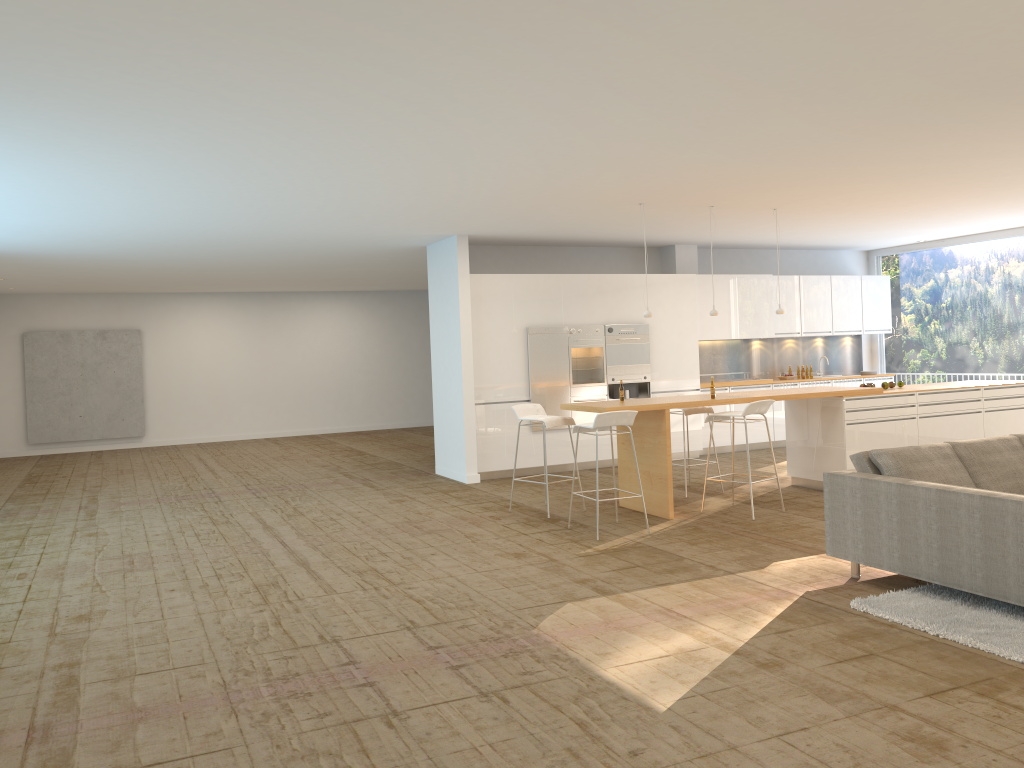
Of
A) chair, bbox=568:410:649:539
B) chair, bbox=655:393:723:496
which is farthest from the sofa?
chair, bbox=655:393:723:496

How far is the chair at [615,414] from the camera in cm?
729

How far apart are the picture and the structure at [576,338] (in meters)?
9.85

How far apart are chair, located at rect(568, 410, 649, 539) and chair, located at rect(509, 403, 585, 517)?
0.64m

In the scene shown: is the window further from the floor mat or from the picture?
the picture

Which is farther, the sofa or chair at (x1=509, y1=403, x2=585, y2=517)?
chair at (x1=509, y1=403, x2=585, y2=517)

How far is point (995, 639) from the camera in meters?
4.4

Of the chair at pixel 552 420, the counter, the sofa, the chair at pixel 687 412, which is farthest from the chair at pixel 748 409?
the sofa

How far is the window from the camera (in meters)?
12.47

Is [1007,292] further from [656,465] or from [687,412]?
[656,465]
